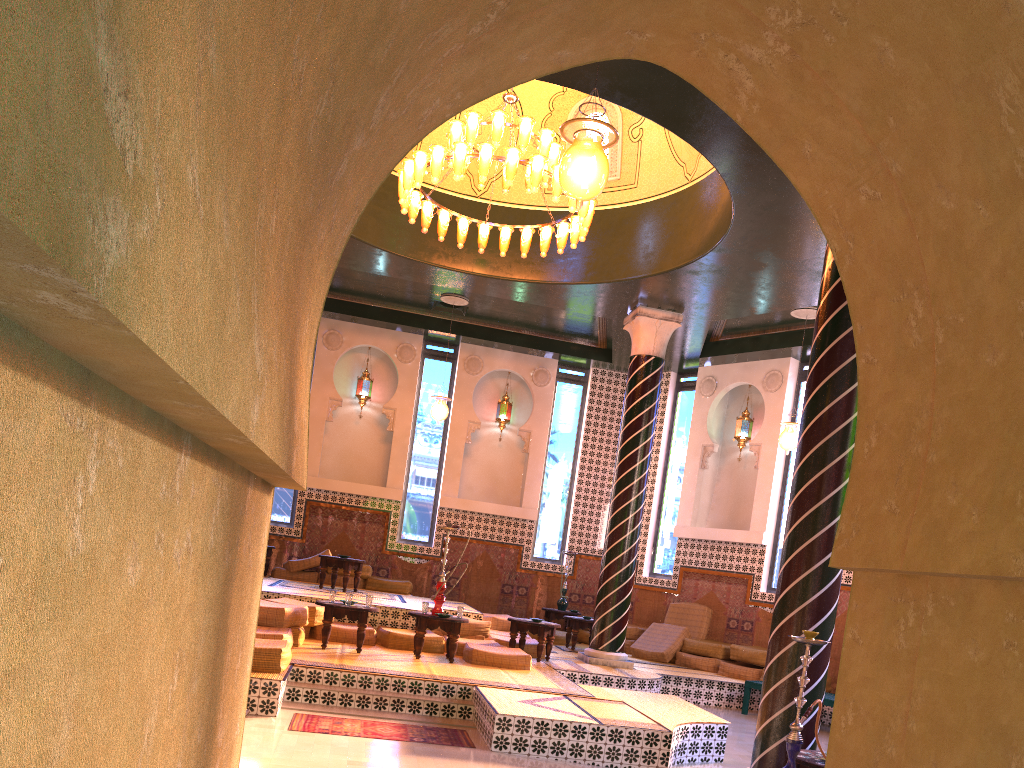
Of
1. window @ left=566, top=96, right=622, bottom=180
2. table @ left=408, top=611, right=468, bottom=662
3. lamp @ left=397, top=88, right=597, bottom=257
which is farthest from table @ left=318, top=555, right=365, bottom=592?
window @ left=566, top=96, right=622, bottom=180

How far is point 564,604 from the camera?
17.3 meters

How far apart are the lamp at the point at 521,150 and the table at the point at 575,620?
6.56m

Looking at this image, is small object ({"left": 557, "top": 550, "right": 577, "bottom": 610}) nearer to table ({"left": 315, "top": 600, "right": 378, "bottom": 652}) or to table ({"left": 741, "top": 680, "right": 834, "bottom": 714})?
table ({"left": 741, "top": 680, "right": 834, "bottom": 714})

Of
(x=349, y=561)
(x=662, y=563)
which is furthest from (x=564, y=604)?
(x=349, y=561)

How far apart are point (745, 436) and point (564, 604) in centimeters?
484cm

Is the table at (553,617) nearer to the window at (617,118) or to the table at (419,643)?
the table at (419,643)

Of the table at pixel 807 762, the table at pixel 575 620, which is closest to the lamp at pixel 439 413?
the table at pixel 575 620

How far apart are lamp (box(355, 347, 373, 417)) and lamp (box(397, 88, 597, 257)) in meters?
6.6

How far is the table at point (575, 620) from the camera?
15.1 meters
